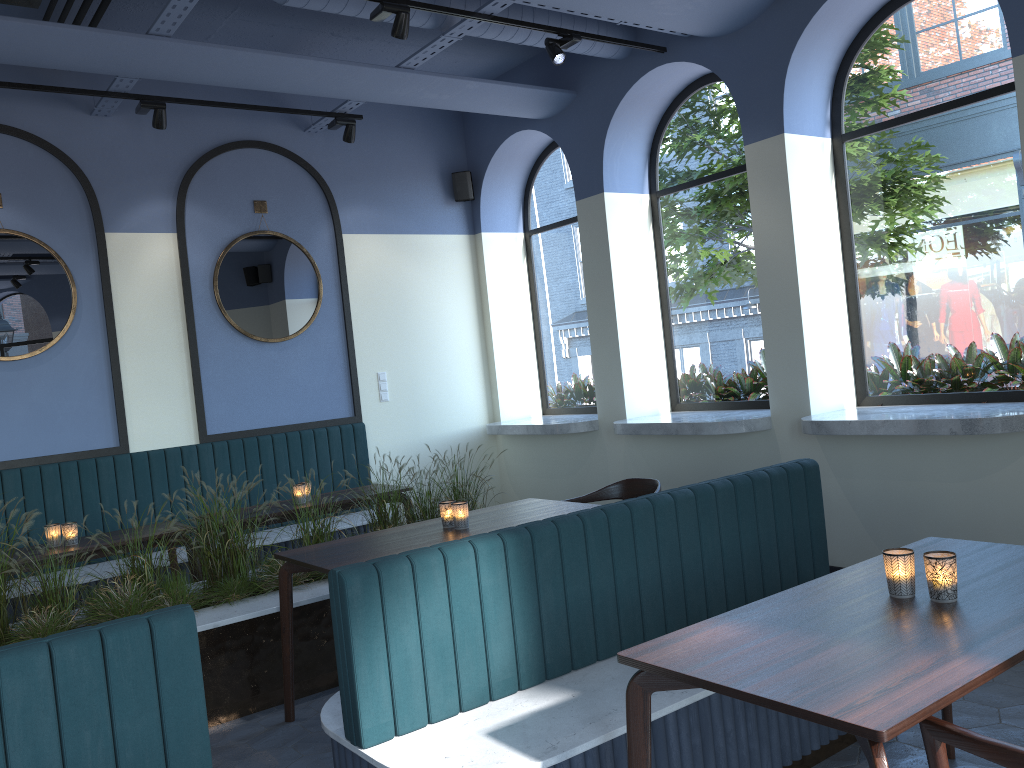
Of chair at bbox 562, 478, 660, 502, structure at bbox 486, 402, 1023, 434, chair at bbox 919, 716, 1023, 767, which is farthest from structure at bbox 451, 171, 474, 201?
chair at bbox 919, 716, 1023, 767

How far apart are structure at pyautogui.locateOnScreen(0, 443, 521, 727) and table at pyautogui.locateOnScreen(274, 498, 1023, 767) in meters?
0.2

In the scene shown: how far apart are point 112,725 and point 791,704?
1.5 meters

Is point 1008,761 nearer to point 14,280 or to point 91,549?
point 91,549

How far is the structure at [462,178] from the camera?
7.7 meters

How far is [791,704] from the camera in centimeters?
174cm

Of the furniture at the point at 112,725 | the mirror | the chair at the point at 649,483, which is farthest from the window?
the mirror

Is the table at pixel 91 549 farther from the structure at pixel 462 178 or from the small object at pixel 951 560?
the small object at pixel 951 560

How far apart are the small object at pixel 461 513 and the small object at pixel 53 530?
2.3 meters

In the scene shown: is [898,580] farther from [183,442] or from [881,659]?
[183,442]
